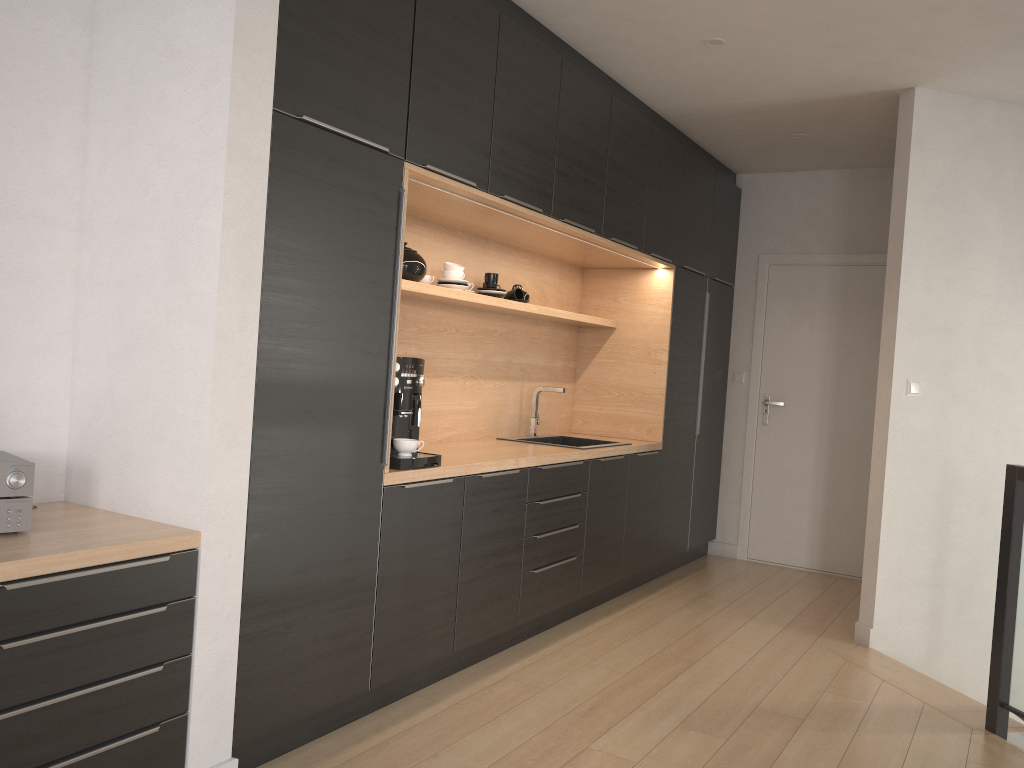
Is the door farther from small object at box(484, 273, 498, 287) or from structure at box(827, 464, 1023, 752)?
small object at box(484, 273, 498, 287)

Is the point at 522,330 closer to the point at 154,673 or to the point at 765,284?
the point at 765,284

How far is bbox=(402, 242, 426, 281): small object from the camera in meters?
3.6

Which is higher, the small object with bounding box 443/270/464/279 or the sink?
the small object with bounding box 443/270/464/279

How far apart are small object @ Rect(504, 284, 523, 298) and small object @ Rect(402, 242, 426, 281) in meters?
0.9

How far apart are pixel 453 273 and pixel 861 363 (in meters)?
3.20

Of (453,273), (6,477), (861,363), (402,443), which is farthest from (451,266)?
(861,363)

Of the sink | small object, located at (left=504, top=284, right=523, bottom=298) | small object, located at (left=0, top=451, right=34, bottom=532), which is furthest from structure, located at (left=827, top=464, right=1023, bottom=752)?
small object, located at (left=0, top=451, right=34, bottom=532)

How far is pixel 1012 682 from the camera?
3.3 meters

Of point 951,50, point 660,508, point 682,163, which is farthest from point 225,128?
point 660,508
